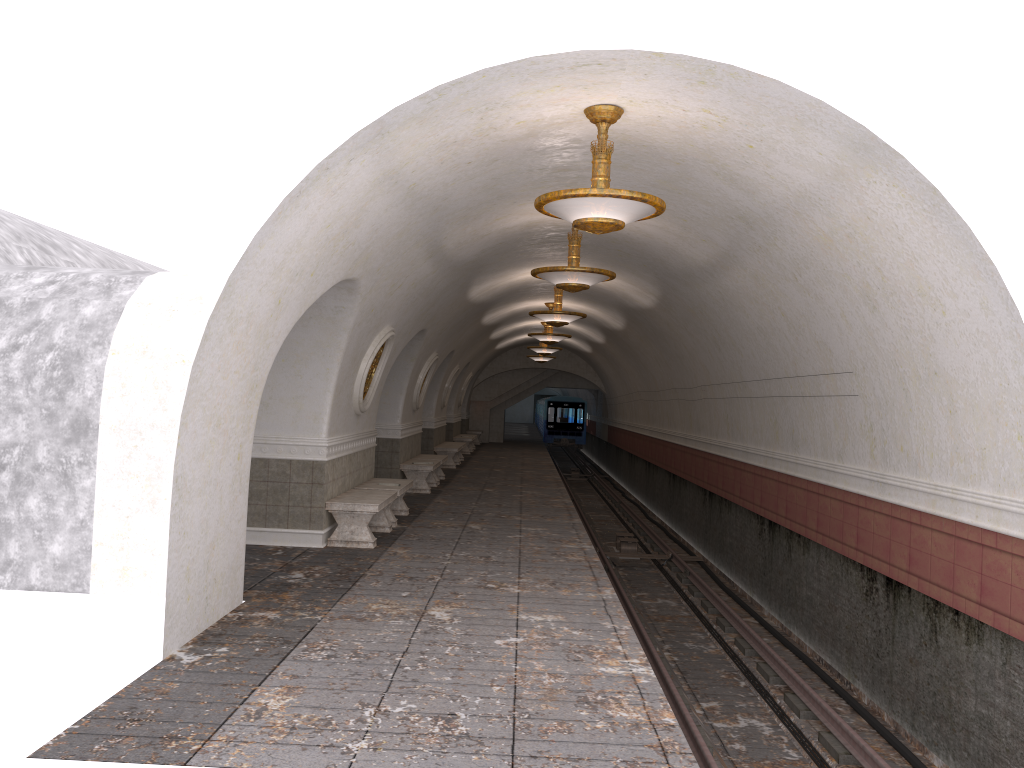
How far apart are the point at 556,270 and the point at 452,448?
12.51m

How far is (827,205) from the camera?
7.0m

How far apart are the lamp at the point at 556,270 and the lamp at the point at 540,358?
19.0 meters

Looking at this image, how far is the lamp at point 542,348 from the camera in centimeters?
2454cm

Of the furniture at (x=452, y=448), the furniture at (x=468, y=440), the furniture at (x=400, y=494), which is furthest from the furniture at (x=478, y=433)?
the furniture at (x=400, y=494)

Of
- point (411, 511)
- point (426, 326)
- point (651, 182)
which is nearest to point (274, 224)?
point (651, 182)

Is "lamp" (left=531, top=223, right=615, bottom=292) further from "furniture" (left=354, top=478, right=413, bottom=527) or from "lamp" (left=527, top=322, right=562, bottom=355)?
"lamp" (left=527, top=322, right=562, bottom=355)

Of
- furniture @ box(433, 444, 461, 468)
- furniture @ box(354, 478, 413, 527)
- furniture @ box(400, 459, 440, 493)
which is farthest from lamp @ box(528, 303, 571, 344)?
furniture @ box(354, 478, 413, 527)

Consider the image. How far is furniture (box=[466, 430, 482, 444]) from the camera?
34.34m

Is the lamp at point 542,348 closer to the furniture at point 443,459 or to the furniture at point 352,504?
the furniture at point 443,459
